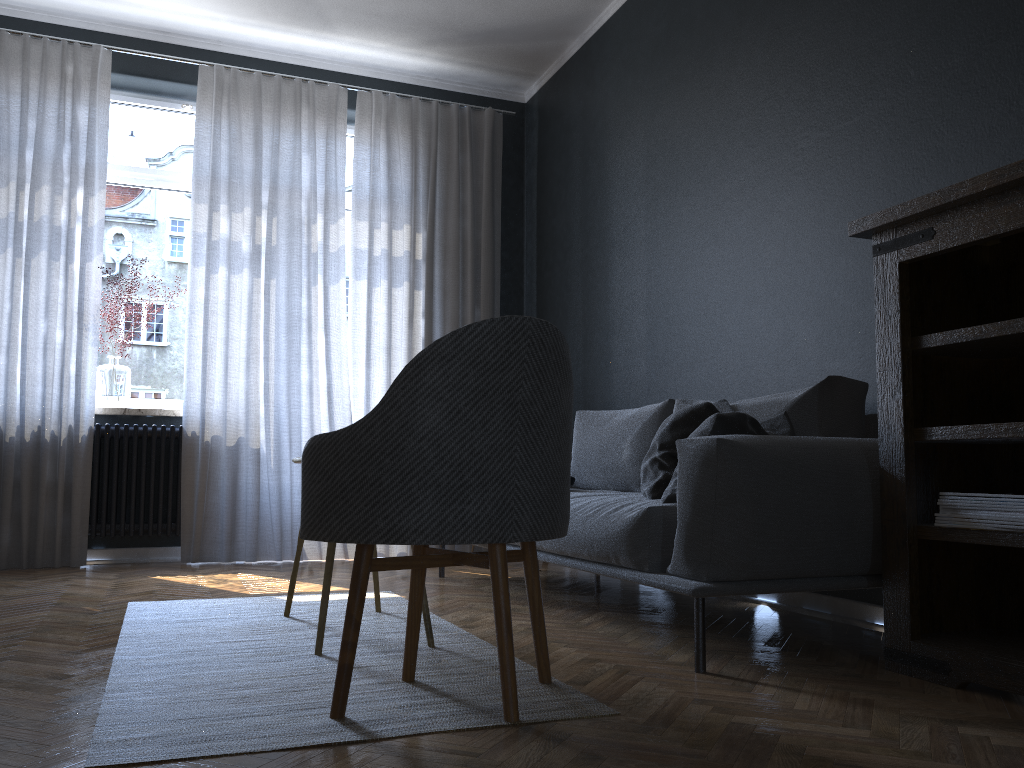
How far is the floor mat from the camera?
1.66m

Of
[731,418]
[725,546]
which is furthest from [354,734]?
[731,418]

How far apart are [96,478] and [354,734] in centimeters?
353cm

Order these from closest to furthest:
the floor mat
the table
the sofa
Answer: the floor mat
the sofa
the table

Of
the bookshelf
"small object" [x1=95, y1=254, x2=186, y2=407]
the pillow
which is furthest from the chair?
"small object" [x1=95, y1=254, x2=186, y2=407]

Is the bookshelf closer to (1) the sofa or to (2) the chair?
(1) the sofa

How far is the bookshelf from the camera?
2.04m

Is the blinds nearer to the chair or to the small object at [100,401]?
the small object at [100,401]

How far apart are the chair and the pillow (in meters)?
0.60

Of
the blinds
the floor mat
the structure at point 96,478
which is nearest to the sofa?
the floor mat
